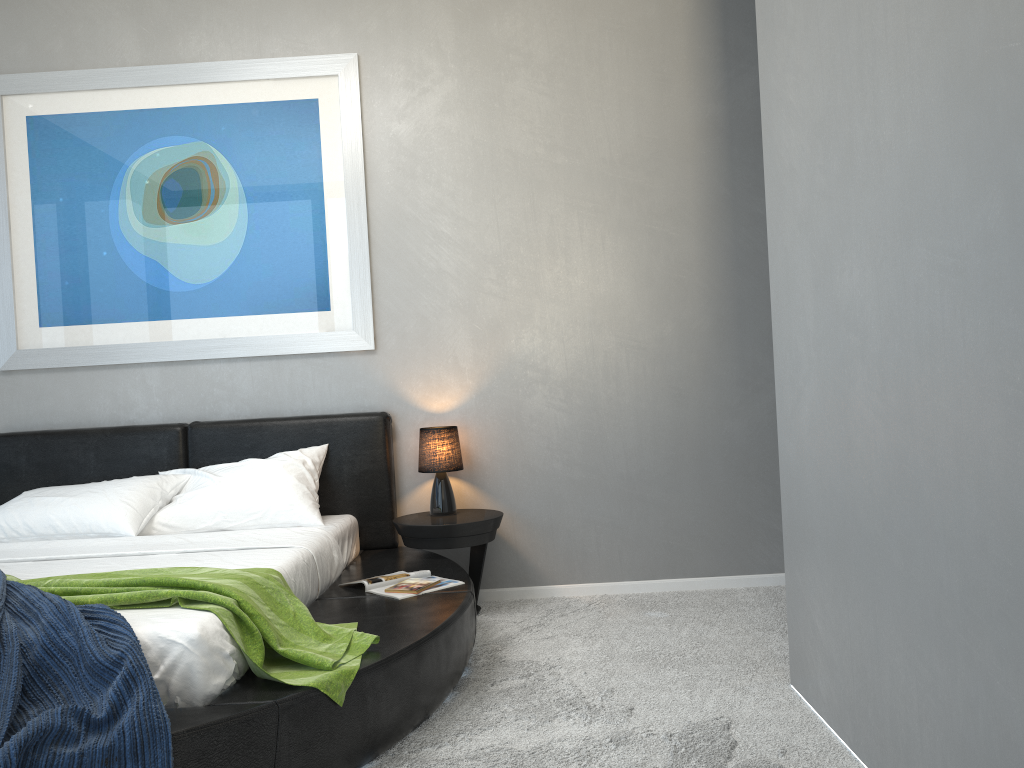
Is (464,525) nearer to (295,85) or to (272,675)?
(272,675)

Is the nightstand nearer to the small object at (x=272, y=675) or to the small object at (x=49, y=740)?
the small object at (x=272, y=675)

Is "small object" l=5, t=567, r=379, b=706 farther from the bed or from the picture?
the picture

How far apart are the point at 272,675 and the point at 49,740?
0.6 meters

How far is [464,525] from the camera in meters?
3.8

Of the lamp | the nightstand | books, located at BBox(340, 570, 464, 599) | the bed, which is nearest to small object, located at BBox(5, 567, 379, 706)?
the bed

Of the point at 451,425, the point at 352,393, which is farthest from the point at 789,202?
the point at 352,393

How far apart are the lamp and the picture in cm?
53

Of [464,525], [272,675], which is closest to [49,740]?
[272,675]

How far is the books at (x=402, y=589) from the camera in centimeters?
317cm
